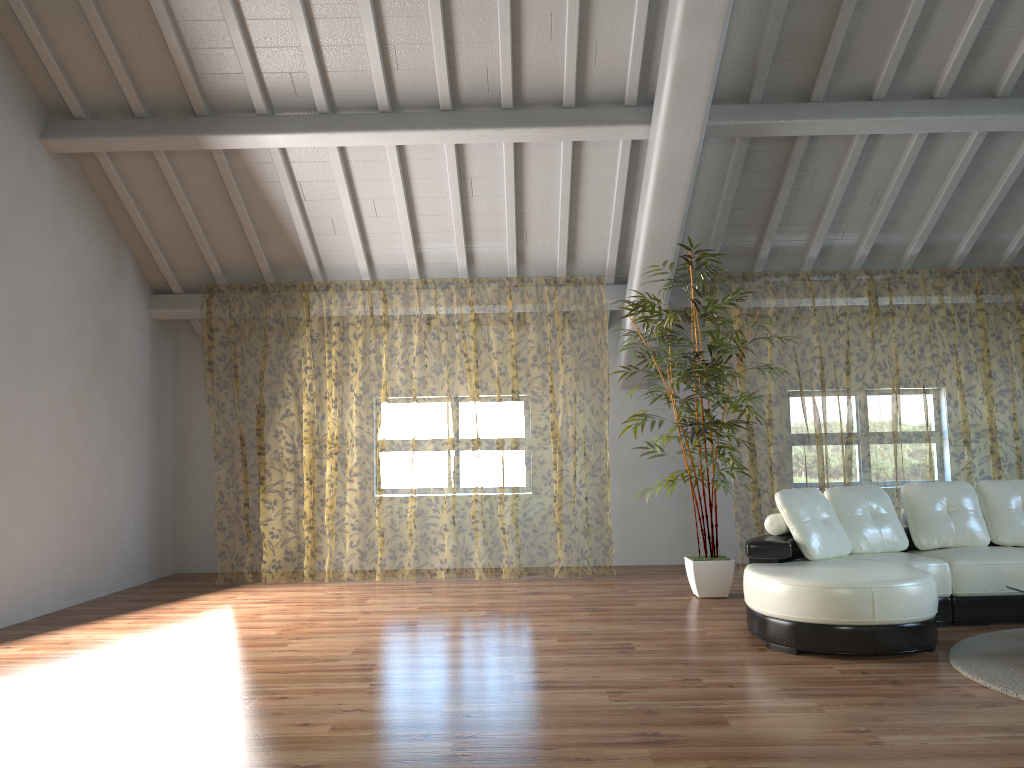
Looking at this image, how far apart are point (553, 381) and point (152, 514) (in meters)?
7.62

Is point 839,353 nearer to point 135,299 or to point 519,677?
point 135,299

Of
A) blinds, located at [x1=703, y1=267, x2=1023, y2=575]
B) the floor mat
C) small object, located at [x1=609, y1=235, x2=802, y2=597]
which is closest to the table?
the floor mat

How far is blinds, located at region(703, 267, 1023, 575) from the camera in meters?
11.9

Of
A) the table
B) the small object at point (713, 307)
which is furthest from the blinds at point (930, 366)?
the table

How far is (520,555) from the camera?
Answer: 14.01m

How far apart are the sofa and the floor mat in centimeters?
9cm

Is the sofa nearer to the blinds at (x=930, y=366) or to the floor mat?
the floor mat

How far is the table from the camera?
4.39m

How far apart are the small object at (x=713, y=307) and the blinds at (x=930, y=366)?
1.0m
